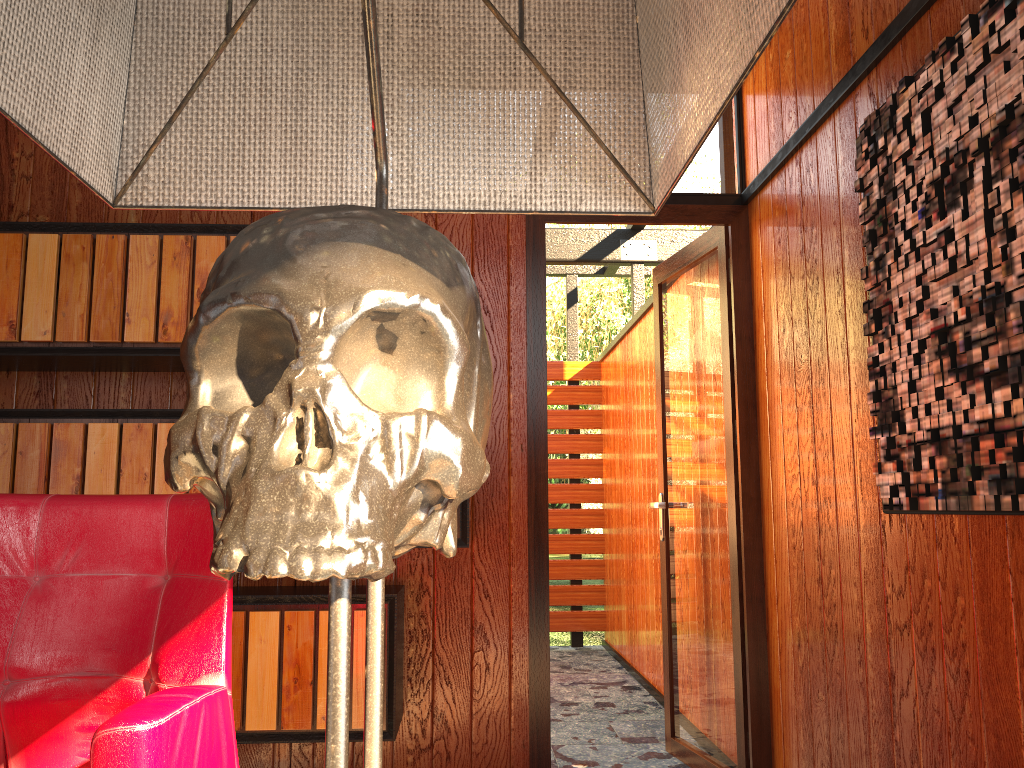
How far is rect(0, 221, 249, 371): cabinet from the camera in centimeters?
250cm

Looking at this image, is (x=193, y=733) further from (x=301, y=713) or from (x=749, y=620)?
(x=749, y=620)

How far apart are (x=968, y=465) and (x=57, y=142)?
1.5 meters

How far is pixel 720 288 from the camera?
3.1m

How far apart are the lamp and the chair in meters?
0.8 m

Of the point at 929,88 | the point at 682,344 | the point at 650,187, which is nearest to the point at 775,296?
the point at 682,344

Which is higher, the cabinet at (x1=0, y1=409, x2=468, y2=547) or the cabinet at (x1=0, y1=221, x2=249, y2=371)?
the cabinet at (x1=0, y1=221, x2=249, y2=371)

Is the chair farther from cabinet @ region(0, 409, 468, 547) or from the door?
the door

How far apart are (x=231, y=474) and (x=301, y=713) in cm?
231

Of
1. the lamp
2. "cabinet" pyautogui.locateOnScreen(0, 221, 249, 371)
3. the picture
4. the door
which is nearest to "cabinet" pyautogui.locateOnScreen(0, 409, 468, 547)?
"cabinet" pyautogui.locateOnScreen(0, 221, 249, 371)
